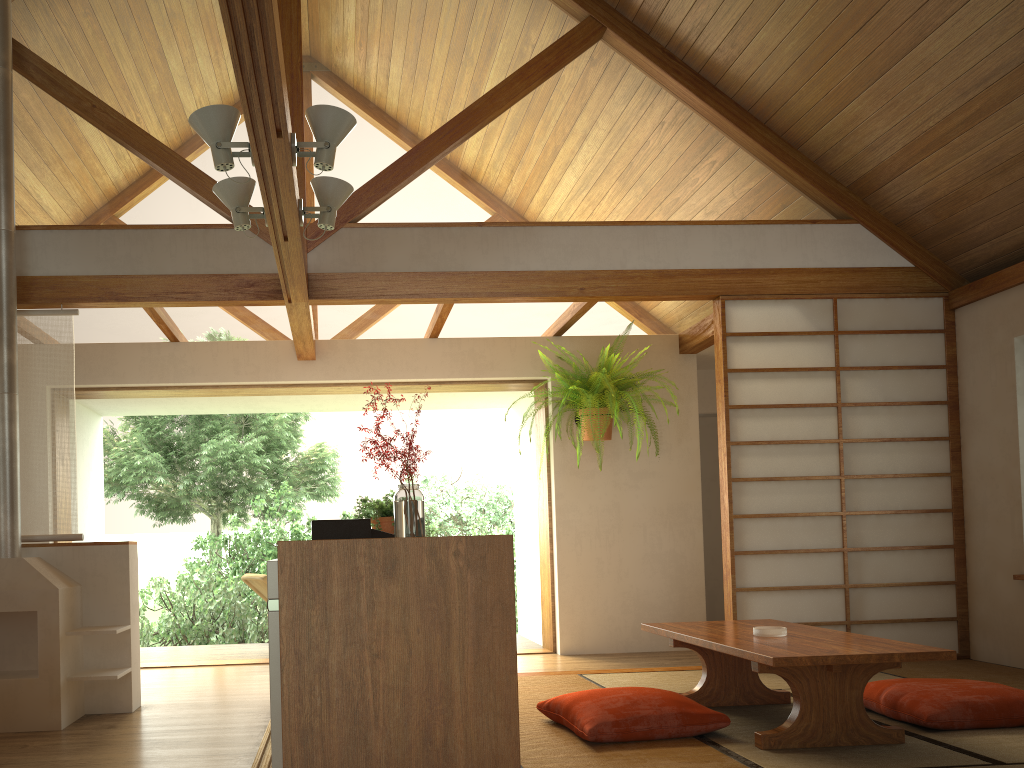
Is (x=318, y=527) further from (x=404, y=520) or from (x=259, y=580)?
(x=259, y=580)

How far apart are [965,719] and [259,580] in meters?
4.6

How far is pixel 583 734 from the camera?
3.15m

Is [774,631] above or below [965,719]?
above

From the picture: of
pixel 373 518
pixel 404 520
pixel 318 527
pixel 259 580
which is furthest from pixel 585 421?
pixel 404 520

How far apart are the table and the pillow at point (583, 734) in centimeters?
17cm

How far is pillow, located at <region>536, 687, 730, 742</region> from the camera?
3.15m

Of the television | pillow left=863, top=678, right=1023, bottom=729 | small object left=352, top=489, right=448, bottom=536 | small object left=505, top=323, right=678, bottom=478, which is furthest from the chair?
pillow left=863, top=678, right=1023, bottom=729

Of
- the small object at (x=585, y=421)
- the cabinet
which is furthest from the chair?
the cabinet

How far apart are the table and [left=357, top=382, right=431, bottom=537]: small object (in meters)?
1.22
